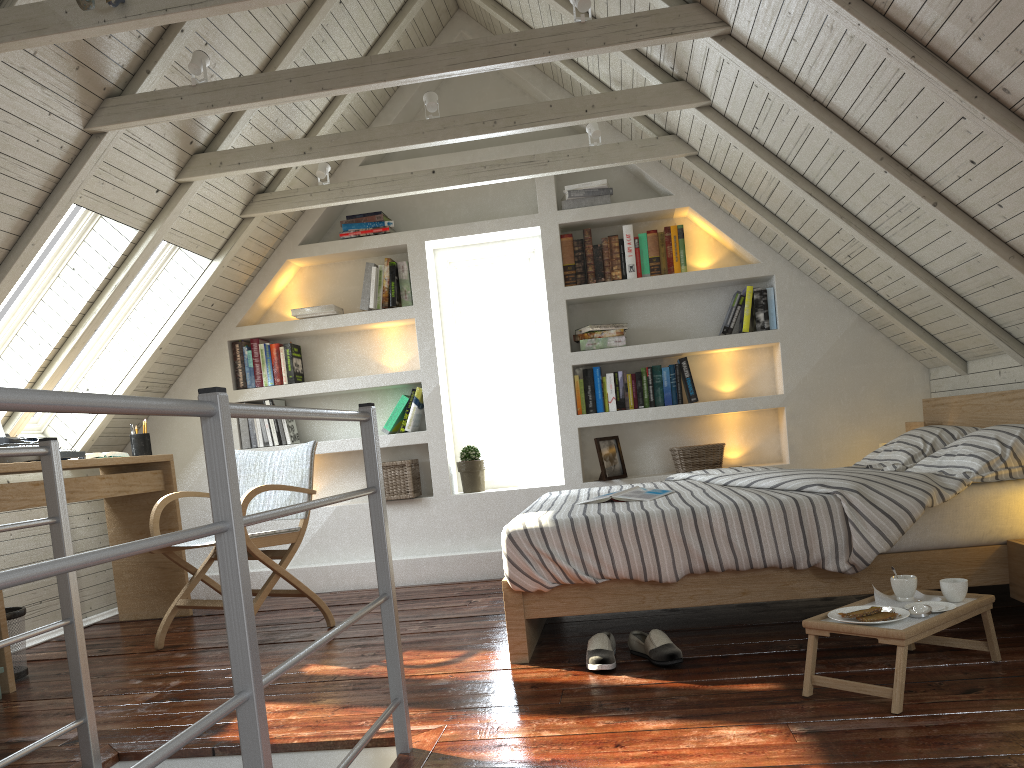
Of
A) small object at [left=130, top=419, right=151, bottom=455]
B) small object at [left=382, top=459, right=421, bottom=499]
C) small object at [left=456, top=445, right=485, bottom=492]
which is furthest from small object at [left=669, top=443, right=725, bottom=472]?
small object at [left=130, top=419, right=151, bottom=455]

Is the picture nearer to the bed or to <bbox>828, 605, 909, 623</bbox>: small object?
the bed

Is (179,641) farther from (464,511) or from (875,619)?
(875,619)

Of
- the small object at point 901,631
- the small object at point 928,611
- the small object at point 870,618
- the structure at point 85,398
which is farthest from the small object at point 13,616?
the small object at point 928,611

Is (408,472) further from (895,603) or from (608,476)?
(895,603)

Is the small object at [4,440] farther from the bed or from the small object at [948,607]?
the small object at [948,607]

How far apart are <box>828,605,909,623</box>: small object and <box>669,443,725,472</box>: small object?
2.26m

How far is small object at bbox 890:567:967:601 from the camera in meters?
2.2 m

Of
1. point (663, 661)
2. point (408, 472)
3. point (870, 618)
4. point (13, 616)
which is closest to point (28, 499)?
point (13, 616)

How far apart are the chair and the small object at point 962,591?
2.2m
